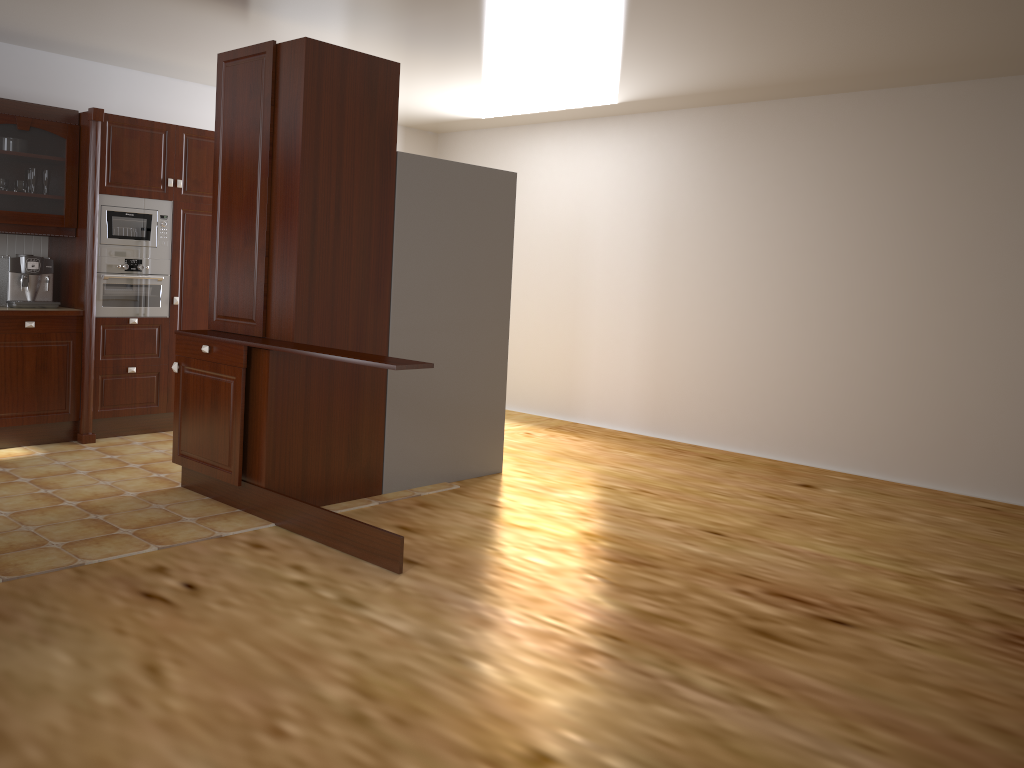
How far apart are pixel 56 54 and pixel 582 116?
3.68m

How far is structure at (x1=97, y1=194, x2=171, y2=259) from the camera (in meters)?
5.44

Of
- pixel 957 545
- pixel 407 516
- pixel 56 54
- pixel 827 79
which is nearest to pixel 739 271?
pixel 827 79

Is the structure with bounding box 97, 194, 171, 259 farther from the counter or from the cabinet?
the counter

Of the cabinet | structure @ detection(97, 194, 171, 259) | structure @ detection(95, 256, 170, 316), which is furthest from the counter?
the cabinet

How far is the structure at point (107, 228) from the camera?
5.4 meters

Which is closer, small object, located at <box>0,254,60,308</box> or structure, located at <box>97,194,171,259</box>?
small object, located at <box>0,254,60,308</box>

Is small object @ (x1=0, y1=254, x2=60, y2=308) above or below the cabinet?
below

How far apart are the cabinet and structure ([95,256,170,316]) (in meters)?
0.26

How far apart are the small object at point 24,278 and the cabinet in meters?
0.2
